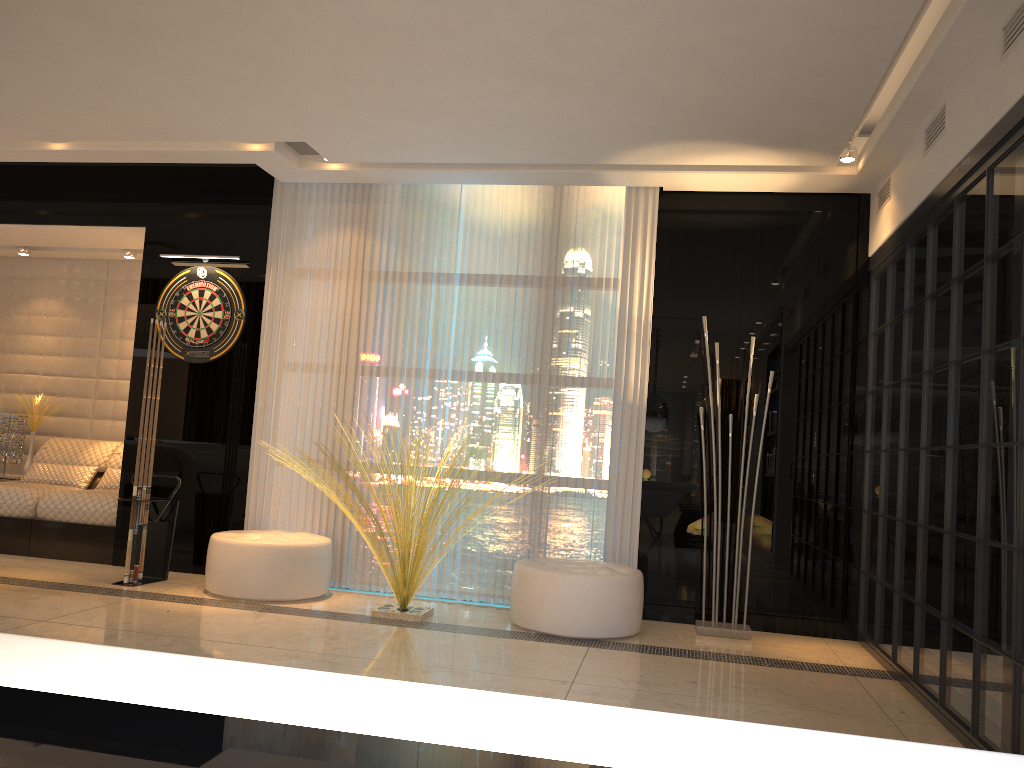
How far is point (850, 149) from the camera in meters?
4.8 m

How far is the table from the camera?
0.5 meters

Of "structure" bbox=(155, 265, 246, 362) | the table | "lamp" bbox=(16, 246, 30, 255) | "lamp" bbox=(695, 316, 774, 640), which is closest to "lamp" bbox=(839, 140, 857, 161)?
"lamp" bbox=(695, 316, 774, 640)

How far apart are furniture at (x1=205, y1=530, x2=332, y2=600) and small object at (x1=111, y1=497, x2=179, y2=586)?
0.5 meters

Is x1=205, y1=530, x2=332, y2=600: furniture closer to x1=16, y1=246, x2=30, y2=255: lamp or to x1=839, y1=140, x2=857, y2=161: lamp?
x1=16, y1=246, x2=30, y2=255: lamp

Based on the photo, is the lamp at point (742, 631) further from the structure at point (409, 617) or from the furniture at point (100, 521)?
the furniture at point (100, 521)

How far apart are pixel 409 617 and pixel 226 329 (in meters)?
2.42

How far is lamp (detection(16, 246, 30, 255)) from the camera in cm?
717

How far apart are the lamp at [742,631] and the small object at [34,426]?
5.43m

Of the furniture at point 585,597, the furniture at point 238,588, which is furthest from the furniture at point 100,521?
the furniture at point 585,597
